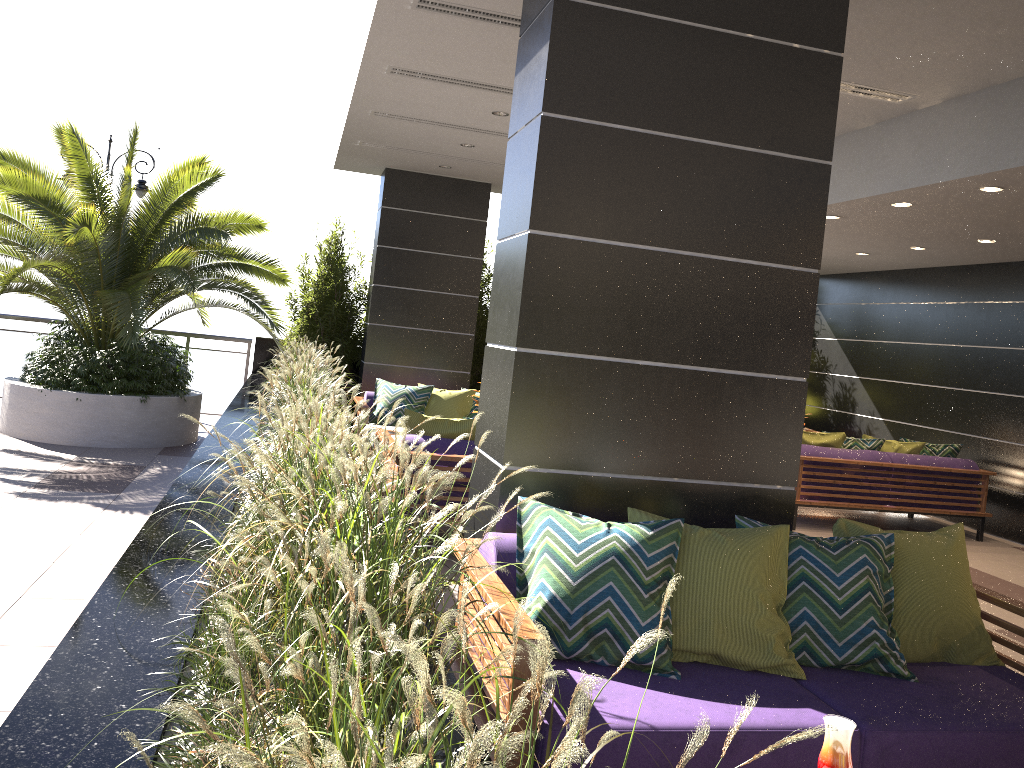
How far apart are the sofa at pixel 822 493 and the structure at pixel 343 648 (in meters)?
4.08

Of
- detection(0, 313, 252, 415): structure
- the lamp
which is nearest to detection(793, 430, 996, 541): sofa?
detection(0, 313, 252, 415): structure

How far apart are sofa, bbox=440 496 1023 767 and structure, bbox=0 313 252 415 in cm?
853

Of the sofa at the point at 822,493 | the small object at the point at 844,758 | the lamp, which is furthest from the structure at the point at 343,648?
the sofa at the point at 822,493

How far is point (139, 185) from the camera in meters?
10.5

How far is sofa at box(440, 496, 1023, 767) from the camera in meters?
2.6 m

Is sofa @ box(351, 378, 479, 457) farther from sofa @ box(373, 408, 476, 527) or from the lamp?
the lamp

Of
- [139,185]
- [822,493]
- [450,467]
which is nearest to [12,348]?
[139,185]

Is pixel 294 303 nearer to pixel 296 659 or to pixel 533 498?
pixel 533 498

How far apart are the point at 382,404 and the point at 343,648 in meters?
7.5
